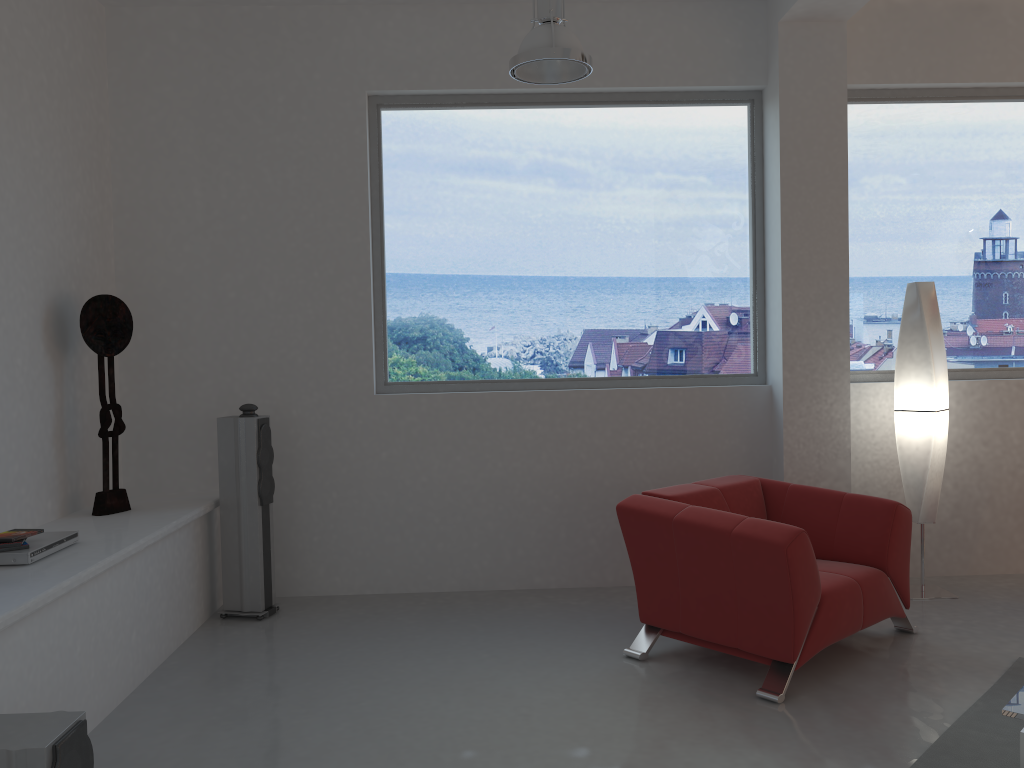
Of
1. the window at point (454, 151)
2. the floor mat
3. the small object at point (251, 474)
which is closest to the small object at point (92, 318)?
the small object at point (251, 474)

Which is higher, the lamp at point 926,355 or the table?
the lamp at point 926,355

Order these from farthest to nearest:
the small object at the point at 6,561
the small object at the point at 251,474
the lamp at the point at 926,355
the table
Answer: the lamp at the point at 926,355 < the small object at the point at 251,474 < the small object at the point at 6,561 < the table

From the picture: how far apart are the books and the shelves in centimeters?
13cm

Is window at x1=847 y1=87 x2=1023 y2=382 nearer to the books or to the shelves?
the shelves

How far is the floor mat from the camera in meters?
3.0 m

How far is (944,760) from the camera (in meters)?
3.01

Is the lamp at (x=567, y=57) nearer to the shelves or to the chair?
the chair

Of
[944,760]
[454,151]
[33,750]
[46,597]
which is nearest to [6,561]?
[46,597]

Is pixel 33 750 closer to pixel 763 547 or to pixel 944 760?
pixel 763 547
